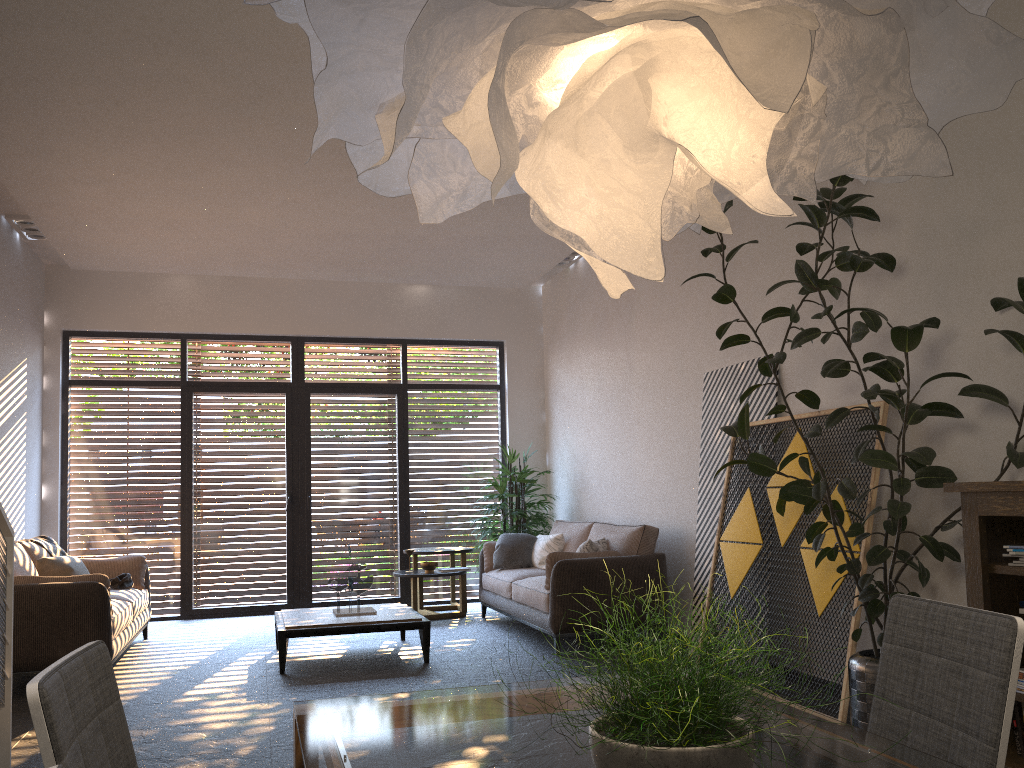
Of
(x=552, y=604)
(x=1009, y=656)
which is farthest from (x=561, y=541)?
(x=1009, y=656)

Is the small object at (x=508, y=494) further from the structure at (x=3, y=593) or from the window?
the structure at (x=3, y=593)

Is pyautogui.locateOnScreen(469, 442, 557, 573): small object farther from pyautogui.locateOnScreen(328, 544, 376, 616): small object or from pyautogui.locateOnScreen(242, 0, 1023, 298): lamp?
pyautogui.locateOnScreen(242, 0, 1023, 298): lamp

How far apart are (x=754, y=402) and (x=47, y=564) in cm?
515

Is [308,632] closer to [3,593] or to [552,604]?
[552,604]

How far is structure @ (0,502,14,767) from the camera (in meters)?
3.74

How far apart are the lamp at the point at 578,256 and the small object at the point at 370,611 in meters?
3.9 m

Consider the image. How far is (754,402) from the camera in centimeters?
576cm

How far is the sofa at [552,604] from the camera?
6.4 meters

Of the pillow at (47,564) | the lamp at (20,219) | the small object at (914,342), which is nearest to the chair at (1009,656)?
the small object at (914,342)
